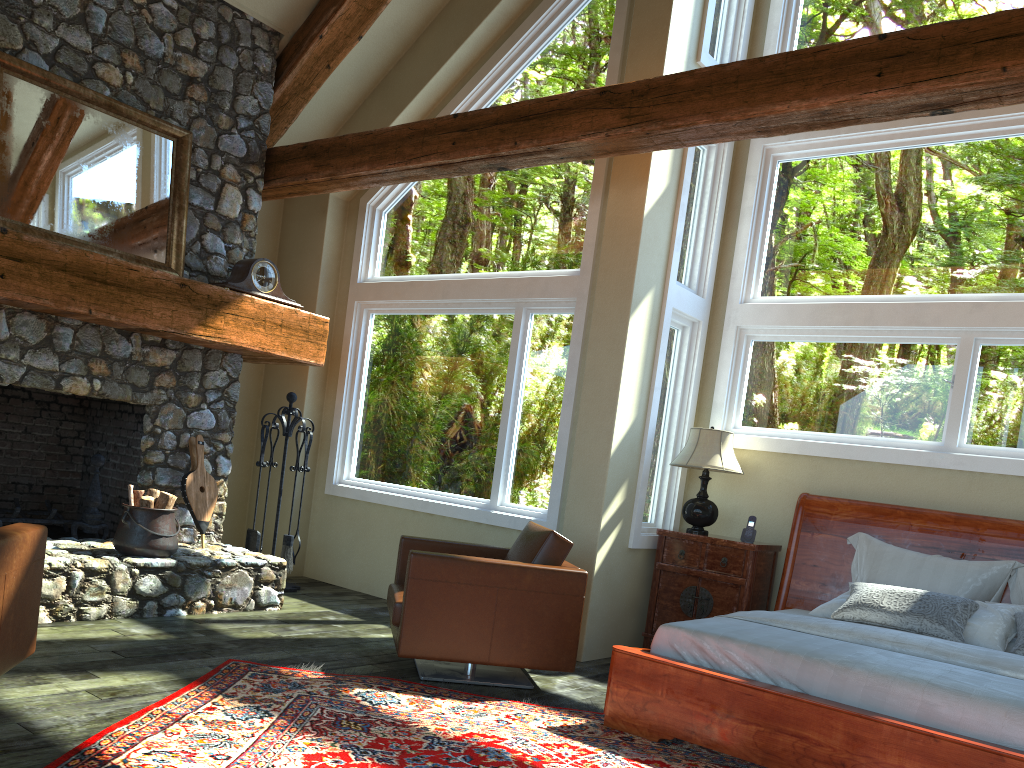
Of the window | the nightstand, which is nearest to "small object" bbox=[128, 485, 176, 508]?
the window

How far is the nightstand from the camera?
5.8m

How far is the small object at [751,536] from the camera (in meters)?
5.91

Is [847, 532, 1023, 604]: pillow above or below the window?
below

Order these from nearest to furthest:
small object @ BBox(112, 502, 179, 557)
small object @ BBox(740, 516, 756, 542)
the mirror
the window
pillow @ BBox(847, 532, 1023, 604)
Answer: pillow @ BBox(847, 532, 1023, 604)
the mirror
small object @ BBox(112, 502, 179, 557)
the window
small object @ BBox(740, 516, 756, 542)

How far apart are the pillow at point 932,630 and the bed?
0.16m

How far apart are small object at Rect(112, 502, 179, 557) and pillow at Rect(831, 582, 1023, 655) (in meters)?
3.99

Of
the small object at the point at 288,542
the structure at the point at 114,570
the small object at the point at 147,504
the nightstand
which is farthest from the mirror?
the nightstand

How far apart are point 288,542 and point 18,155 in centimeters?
310cm

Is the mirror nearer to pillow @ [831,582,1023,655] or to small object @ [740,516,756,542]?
small object @ [740,516,756,542]
